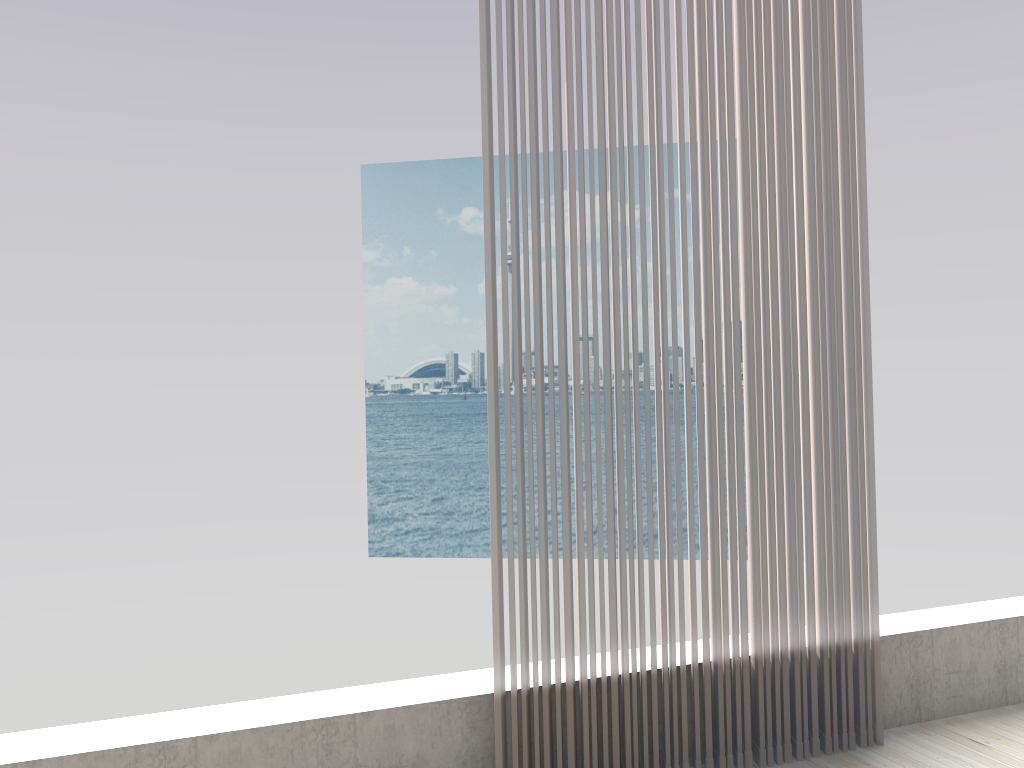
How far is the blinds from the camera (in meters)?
2.09

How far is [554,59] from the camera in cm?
209

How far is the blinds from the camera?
2.1m

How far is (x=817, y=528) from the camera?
2.4m
